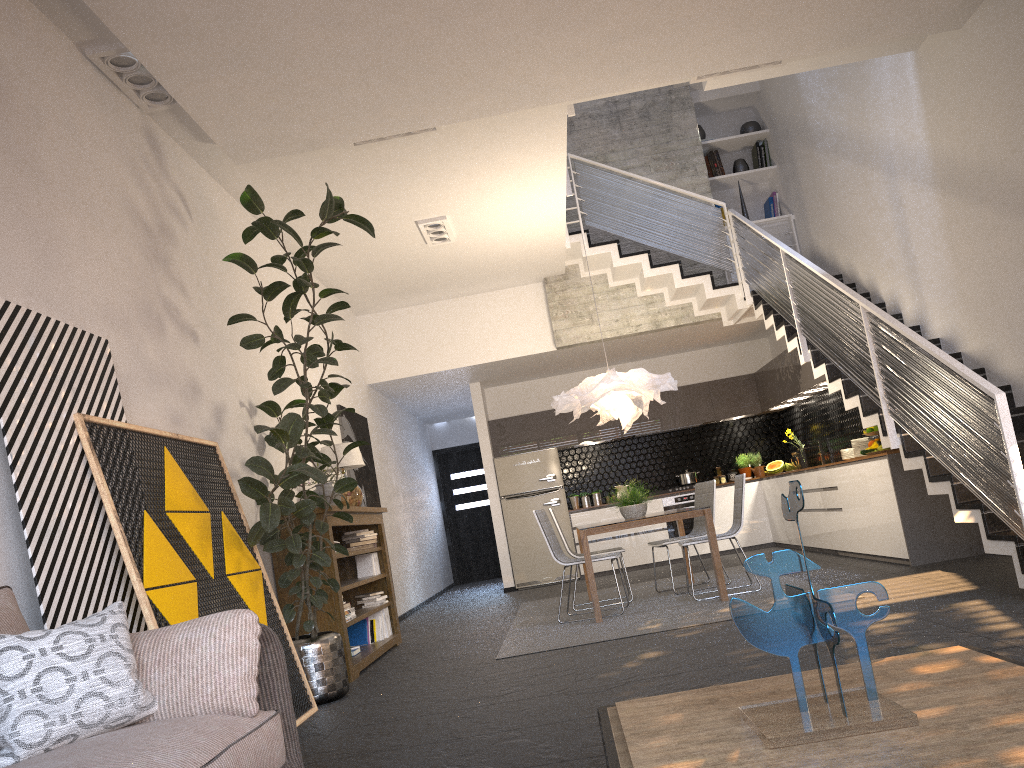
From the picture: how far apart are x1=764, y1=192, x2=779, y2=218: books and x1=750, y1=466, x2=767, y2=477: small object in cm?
326

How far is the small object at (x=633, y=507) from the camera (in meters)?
7.39

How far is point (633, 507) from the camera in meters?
7.4 m

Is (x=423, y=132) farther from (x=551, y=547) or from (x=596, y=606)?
(x=596, y=606)

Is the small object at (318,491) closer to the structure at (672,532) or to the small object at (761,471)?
the structure at (672,532)

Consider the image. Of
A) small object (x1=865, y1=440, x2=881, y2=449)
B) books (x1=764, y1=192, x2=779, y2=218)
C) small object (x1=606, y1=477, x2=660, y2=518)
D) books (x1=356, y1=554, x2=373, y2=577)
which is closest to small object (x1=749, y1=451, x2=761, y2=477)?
books (x1=764, y1=192, x2=779, y2=218)

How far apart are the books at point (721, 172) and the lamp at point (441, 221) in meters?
4.0 m

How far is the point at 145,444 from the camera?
4.2 meters

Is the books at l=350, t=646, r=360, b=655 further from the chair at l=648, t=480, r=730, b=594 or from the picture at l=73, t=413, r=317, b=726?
the chair at l=648, t=480, r=730, b=594

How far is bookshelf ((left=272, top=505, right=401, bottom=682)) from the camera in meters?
5.8 m
